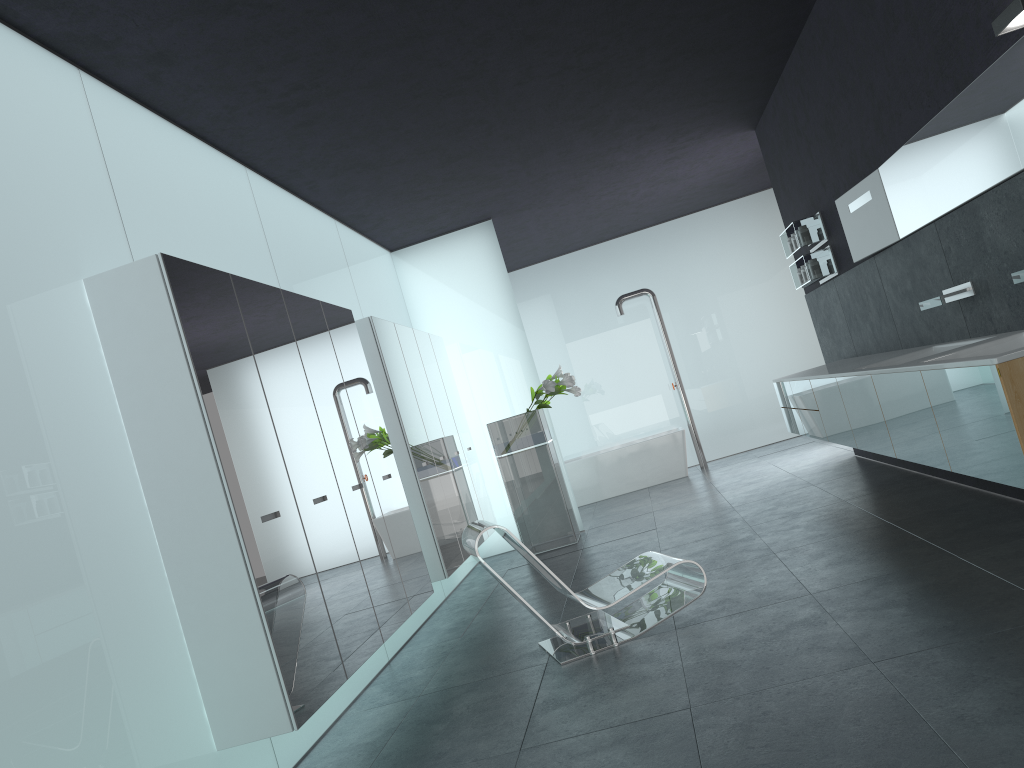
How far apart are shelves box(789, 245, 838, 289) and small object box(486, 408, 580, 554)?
3.0m

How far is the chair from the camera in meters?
5.1

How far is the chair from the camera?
Result: 5.08m

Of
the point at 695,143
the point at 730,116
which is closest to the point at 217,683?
the point at 730,116

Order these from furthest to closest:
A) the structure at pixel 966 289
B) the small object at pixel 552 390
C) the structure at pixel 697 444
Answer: the structure at pixel 697 444, the small object at pixel 552 390, the structure at pixel 966 289

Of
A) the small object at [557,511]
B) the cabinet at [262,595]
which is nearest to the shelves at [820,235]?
the small object at [557,511]

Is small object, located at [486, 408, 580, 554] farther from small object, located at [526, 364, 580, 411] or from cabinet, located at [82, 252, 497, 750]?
cabinet, located at [82, 252, 497, 750]

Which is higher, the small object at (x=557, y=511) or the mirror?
the mirror

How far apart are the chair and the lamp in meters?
3.1

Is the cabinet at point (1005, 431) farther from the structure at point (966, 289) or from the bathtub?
the bathtub
